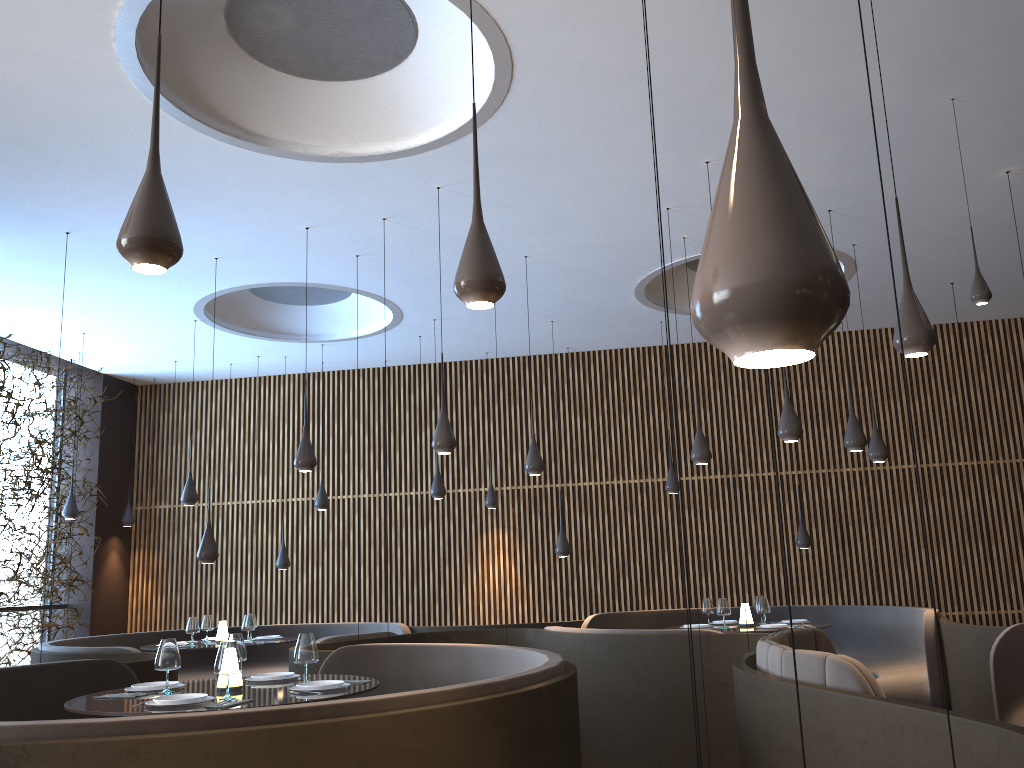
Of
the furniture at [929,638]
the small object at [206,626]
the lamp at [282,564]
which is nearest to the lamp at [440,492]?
the furniture at [929,638]

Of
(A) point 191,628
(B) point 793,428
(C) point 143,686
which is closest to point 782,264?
(C) point 143,686

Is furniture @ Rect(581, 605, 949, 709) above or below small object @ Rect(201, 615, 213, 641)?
below

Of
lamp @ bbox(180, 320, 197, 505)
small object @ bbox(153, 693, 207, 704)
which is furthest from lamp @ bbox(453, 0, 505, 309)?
lamp @ bbox(180, 320, 197, 505)

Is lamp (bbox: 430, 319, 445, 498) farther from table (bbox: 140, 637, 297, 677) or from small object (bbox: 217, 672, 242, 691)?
small object (bbox: 217, 672, 242, 691)

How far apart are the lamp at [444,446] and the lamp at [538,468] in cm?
174

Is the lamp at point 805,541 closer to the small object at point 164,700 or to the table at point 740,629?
the table at point 740,629

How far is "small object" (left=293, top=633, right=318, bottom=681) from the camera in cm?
502

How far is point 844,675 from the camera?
3.75m

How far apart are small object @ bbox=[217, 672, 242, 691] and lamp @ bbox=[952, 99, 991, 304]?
5.2 meters
